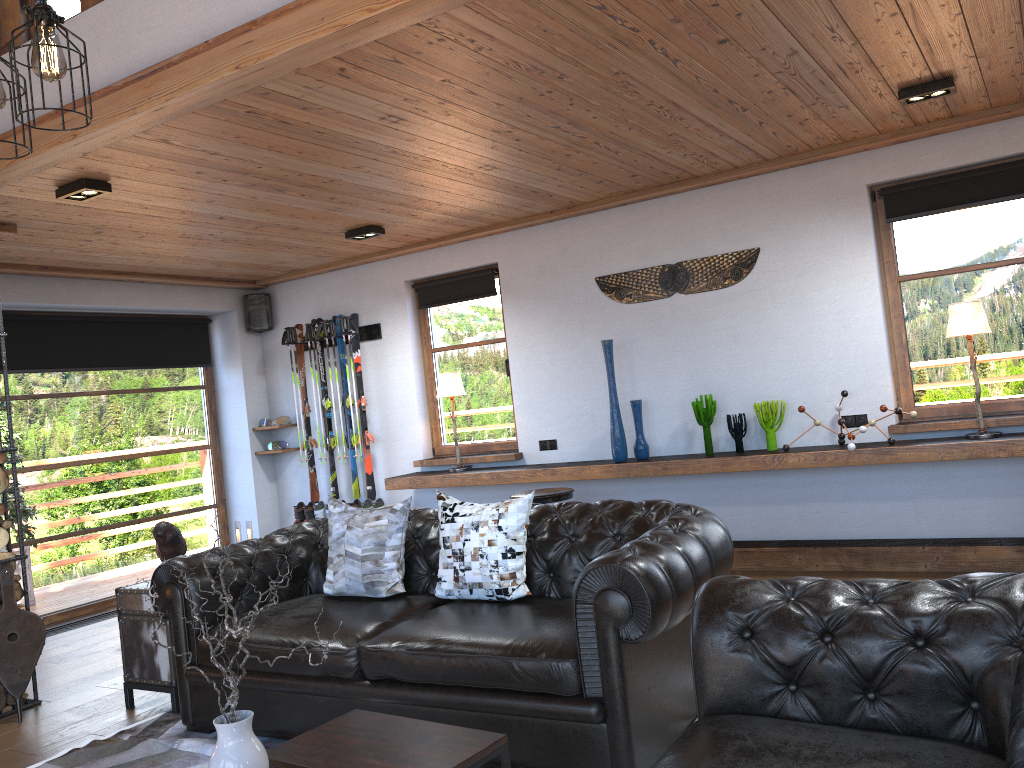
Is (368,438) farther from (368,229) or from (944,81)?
(944,81)

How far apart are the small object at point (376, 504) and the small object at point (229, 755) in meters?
5.1

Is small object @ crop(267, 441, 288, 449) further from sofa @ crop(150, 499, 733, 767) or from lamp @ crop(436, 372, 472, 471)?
sofa @ crop(150, 499, 733, 767)

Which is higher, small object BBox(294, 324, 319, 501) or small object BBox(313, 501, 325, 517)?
small object BBox(294, 324, 319, 501)

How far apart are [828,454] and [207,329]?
5.7m

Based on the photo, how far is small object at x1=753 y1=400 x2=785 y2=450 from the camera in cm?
576

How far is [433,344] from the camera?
7.60m

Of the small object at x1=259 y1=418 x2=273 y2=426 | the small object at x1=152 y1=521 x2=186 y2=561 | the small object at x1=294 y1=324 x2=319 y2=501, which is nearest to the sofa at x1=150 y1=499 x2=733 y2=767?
the small object at x1=152 y1=521 x2=186 y2=561

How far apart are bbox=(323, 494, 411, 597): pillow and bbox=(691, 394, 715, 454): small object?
2.5 meters

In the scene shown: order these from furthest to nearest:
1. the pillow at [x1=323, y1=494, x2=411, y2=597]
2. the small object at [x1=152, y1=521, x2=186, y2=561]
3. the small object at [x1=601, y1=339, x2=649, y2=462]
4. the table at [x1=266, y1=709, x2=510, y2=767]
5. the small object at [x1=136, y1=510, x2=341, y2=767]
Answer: the small object at [x1=601, y1=339, x2=649, y2=462]
the small object at [x1=152, y1=521, x2=186, y2=561]
the pillow at [x1=323, y1=494, x2=411, y2=597]
the table at [x1=266, y1=709, x2=510, y2=767]
the small object at [x1=136, y1=510, x2=341, y2=767]
